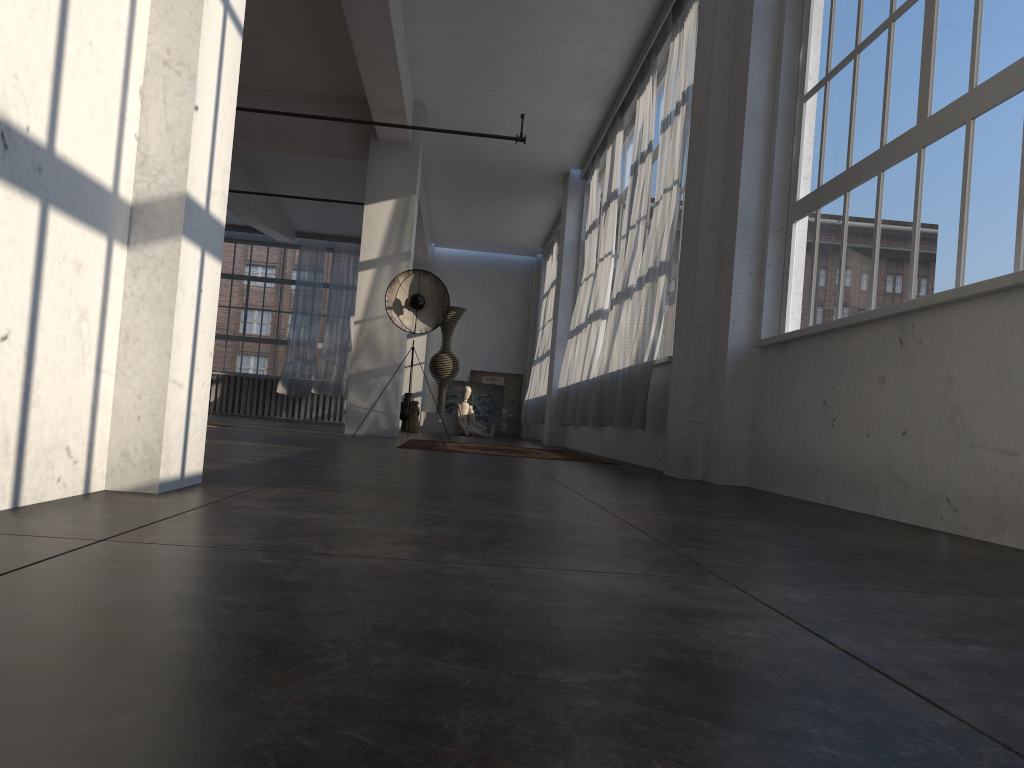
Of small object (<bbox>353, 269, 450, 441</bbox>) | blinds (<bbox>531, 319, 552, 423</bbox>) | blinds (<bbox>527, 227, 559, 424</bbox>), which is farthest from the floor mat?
blinds (<bbox>527, 227, 559, 424</bbox>)

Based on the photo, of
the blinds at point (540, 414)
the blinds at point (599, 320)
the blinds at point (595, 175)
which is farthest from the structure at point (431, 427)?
the blinds at point (599, 320)

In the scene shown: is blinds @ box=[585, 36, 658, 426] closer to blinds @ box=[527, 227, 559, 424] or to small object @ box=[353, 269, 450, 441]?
small object @ box=[353, 269, 450, 441]

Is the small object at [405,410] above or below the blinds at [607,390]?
below

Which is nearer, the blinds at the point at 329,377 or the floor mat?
the floor mat

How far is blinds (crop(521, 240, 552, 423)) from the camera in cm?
1720

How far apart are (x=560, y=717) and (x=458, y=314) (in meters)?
15.57

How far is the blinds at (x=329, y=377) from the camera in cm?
1839

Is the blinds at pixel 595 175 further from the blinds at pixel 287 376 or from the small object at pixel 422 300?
the blinds at pixel 287 376

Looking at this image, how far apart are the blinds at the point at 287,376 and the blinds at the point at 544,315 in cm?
464
